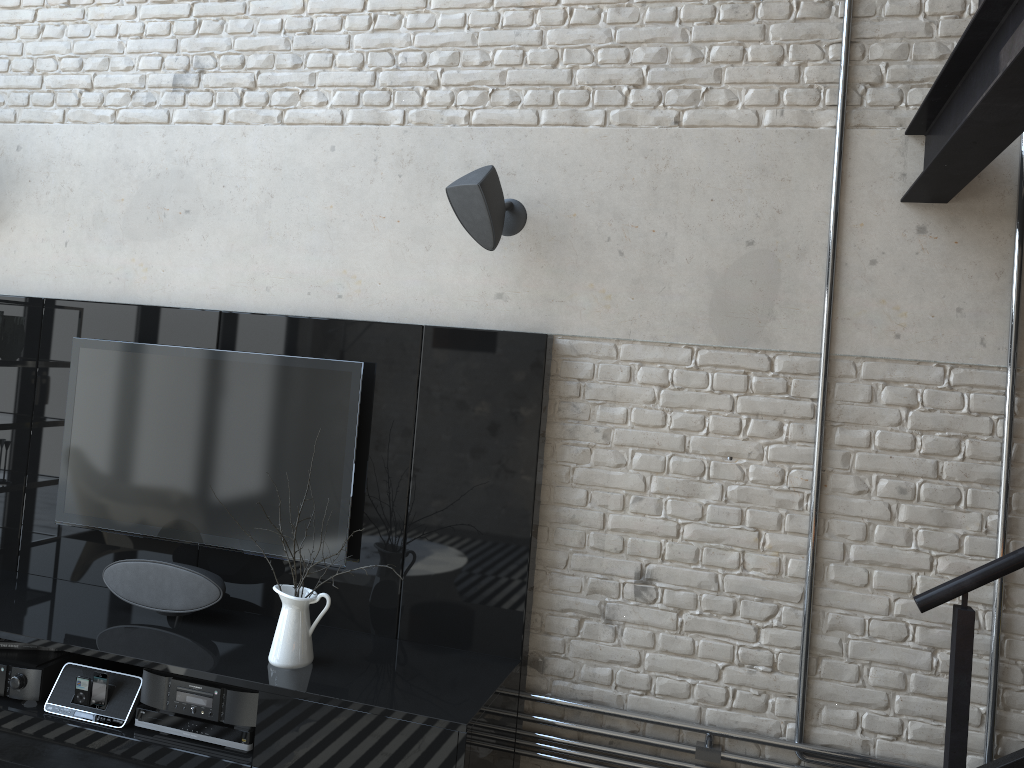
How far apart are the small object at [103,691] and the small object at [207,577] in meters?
0.3 m

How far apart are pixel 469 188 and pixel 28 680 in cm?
232

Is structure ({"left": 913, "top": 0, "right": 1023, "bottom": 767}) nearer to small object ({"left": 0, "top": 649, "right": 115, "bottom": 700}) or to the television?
the television

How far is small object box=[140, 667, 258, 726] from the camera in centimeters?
289cm

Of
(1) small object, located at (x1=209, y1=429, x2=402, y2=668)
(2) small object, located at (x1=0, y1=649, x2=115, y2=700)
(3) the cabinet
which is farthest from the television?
(2) small object, located at (x1=0, y1=649, x2=115, y2=700)

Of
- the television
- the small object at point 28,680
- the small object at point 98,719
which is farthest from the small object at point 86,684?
the television

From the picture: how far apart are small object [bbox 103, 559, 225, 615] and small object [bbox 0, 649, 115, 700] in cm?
25

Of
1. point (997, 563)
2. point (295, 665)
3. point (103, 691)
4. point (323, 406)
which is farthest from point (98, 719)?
point (997, 563)

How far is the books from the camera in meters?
3.3

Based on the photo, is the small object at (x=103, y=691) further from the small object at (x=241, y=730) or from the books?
the books
